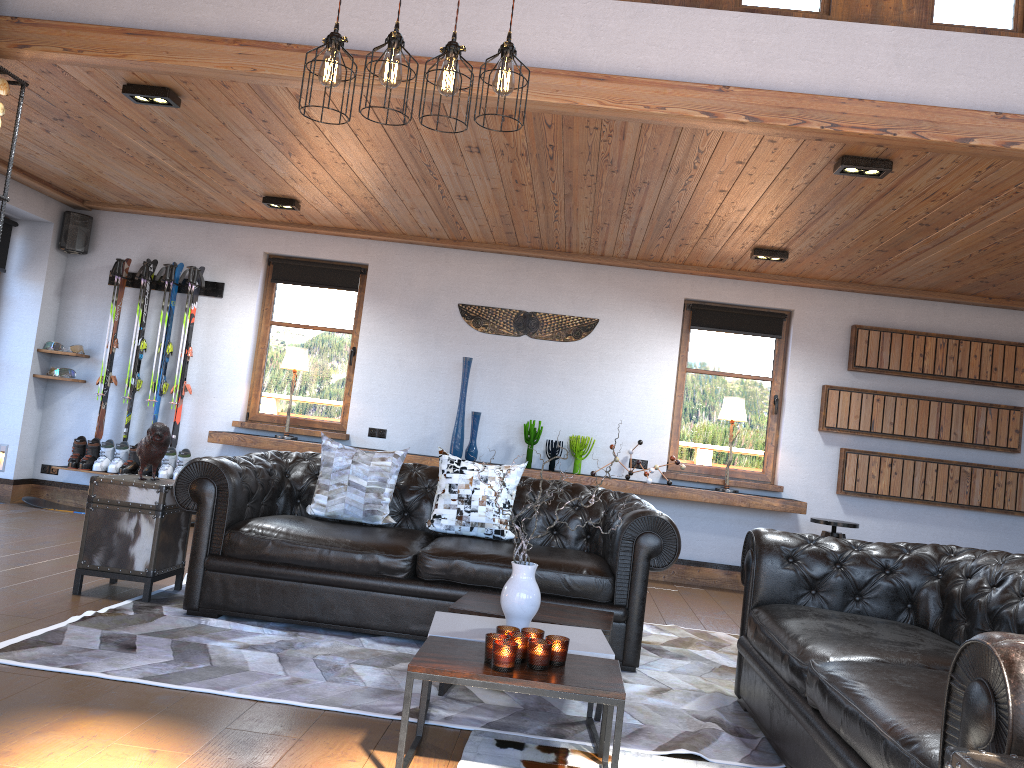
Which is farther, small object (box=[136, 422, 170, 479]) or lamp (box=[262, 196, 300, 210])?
lamp (box=[262, 196, 300, 210])

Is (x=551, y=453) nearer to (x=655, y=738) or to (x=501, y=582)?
(x=501, y=582)

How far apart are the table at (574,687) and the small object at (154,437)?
2.4 meters

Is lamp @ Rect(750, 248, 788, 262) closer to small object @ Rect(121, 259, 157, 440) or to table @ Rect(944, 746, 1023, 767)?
small object @ Rect(121, 259, 157, 440)

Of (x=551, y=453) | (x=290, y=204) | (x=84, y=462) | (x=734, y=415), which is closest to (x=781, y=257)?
(x=734, y=415)

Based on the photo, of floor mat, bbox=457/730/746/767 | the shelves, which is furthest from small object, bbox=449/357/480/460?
floor mat, bbox=457/730/746/767

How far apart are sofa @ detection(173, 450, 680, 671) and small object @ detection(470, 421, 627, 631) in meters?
1.0

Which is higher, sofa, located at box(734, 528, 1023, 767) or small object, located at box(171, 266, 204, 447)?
small object, located at box(171, 266, 204, 447)

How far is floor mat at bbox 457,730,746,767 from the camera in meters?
2.9 m

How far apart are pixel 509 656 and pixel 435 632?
0.5m
